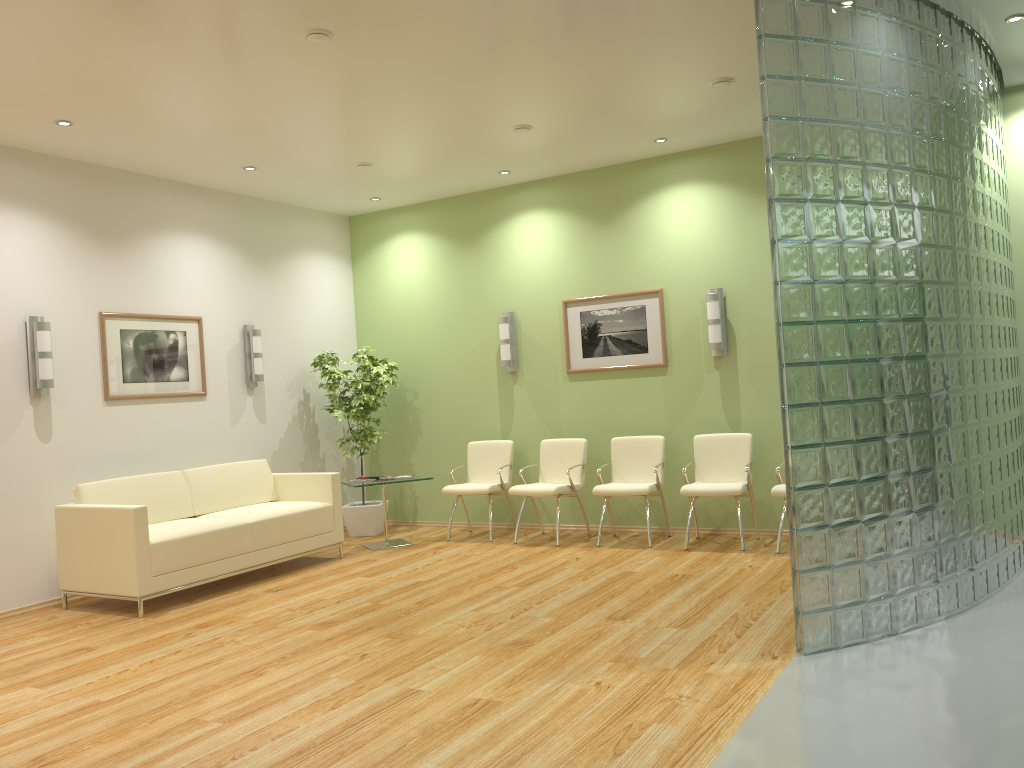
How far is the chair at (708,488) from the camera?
7.0 meters

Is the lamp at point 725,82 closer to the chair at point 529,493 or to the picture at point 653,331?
the picture at point 653,331

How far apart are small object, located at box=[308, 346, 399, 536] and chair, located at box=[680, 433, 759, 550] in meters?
3.1 m

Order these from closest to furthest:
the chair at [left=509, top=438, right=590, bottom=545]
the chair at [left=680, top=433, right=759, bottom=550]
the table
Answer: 1. the chair at [left=680, top=433, right=759, bottom=550]
2. the chair at [left=509, top=438, right=590, bottom=545]
3. the table

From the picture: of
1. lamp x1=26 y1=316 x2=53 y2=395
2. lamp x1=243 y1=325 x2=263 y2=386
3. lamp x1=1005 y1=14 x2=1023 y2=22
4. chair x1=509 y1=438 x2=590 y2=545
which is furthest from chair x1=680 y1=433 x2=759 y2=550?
lamp x1=26 y1=316 x2=53 y2=395

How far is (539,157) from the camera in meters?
7.7

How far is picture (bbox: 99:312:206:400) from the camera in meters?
7.0 m

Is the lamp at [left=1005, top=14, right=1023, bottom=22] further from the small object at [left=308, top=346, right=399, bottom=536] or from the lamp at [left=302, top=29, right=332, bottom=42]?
the small object at [left=308, top=346, right=399, bottom=536]

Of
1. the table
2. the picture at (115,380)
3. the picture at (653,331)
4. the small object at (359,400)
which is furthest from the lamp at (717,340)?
the picture at (115,380)

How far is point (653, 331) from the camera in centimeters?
793cm
